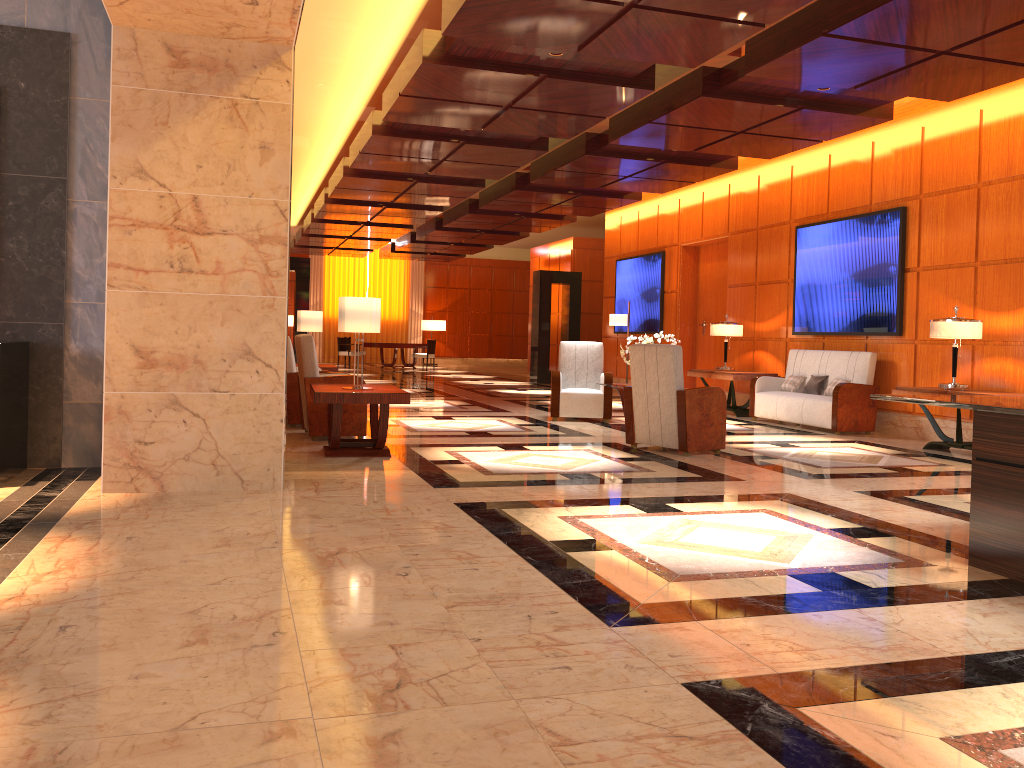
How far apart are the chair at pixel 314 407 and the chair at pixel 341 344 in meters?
16.3 m

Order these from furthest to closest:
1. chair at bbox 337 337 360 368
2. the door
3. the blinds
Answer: the blinds → chair at bbox 337 337 360 368 → the door

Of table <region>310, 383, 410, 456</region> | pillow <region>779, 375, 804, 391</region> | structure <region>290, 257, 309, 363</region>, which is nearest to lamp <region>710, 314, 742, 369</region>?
pillow <region>779, 375, 804, 391</region>

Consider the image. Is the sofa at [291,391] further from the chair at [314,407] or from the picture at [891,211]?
the picture at [891,211]

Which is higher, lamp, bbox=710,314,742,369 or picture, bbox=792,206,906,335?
picture, bbox=792,206,906,335

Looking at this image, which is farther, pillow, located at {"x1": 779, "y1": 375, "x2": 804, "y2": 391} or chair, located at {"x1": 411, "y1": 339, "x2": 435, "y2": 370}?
chair, located at {"x1": 411, "y1": 339, "x2": 435, "y2": 370}

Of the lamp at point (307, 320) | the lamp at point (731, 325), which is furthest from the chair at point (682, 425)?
the lamp at point (307, 320)

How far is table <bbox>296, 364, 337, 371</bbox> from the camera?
11.5m

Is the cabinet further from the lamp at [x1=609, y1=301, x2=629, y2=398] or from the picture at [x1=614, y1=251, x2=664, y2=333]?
the picture at [x1=614, y1=251, x2=664, y2=333]

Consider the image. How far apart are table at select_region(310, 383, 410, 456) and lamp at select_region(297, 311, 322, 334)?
4.4m
